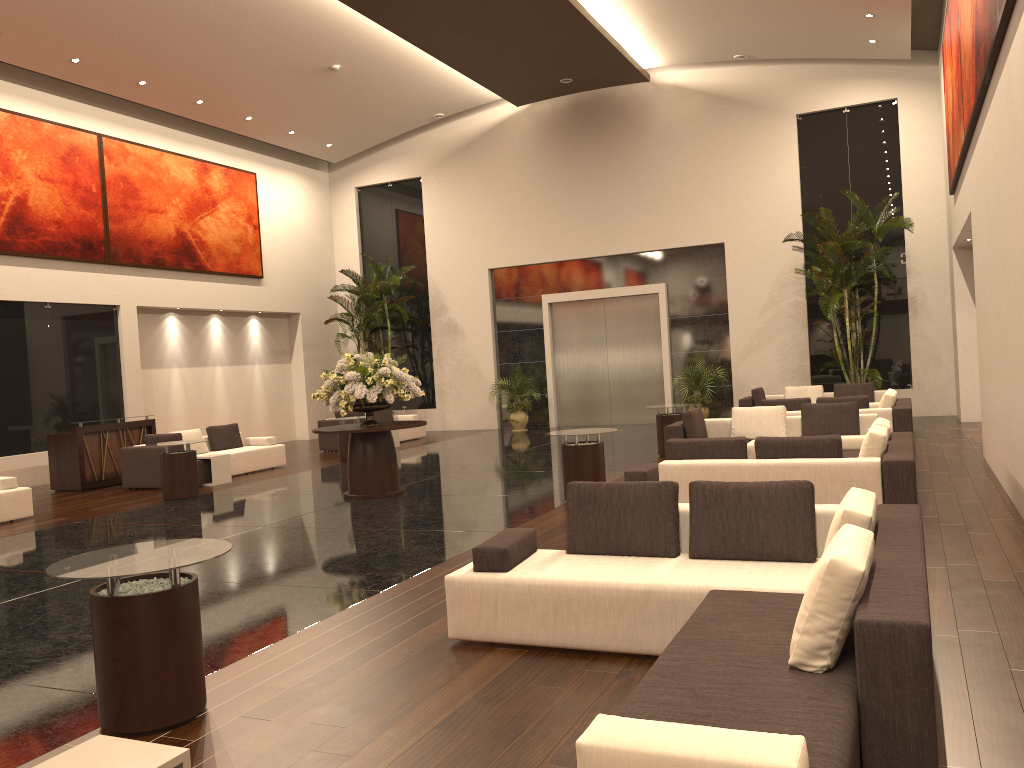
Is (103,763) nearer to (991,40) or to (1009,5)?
(1009,5)

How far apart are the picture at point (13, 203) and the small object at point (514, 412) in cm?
907

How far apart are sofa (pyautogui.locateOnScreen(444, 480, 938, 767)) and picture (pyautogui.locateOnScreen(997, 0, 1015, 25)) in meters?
4.1 m

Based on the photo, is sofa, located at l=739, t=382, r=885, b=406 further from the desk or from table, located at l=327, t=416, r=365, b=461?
the desk

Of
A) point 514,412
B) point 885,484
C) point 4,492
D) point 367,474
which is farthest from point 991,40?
point 514,412

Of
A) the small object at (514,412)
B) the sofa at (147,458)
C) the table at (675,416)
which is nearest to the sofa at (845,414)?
the table at (675,416)

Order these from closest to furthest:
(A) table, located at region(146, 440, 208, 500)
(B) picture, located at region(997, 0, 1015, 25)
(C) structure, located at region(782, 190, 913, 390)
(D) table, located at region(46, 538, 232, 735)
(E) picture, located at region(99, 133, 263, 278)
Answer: (D) table, located at region(46, 538, 232, 735)
(B) picture, located at region(997, 0, 1015, 25)
(A) table, located at region(146, 440, 208, 500)
(C) structure, located at region(782, 190, 913, 390)
(E) picture, located at region(99, 133, 263, 278)

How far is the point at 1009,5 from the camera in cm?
656

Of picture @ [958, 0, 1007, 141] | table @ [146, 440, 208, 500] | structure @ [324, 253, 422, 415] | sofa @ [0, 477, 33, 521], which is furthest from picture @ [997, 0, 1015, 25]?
structure @ [324, 253, 422, 415]

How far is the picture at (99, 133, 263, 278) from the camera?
17.5m
